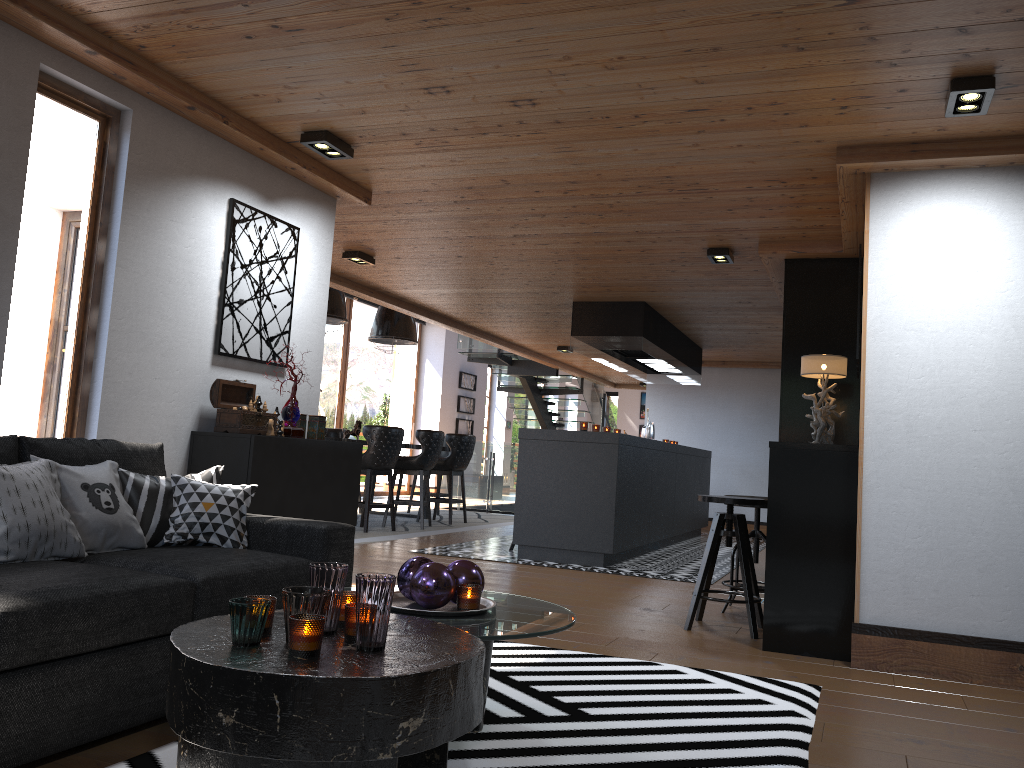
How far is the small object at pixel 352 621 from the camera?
2.11m

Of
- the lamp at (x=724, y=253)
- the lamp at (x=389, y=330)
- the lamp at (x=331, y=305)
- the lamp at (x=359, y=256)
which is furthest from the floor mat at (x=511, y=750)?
the lamp at (x=389, y=330)

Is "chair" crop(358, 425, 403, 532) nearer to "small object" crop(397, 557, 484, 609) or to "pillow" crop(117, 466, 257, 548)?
"pillow" crop(117, 466, 257, 548)

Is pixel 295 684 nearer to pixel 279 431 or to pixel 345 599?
pixel 345 599

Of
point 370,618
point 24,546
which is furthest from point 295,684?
point 24,546

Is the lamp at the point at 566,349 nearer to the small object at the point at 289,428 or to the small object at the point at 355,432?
the small object at the point at 355,432

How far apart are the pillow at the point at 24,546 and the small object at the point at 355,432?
7.1 meters

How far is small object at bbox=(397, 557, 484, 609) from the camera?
2.69m

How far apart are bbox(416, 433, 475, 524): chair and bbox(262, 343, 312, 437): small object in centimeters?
590cm

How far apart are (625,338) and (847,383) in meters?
2.8 m
